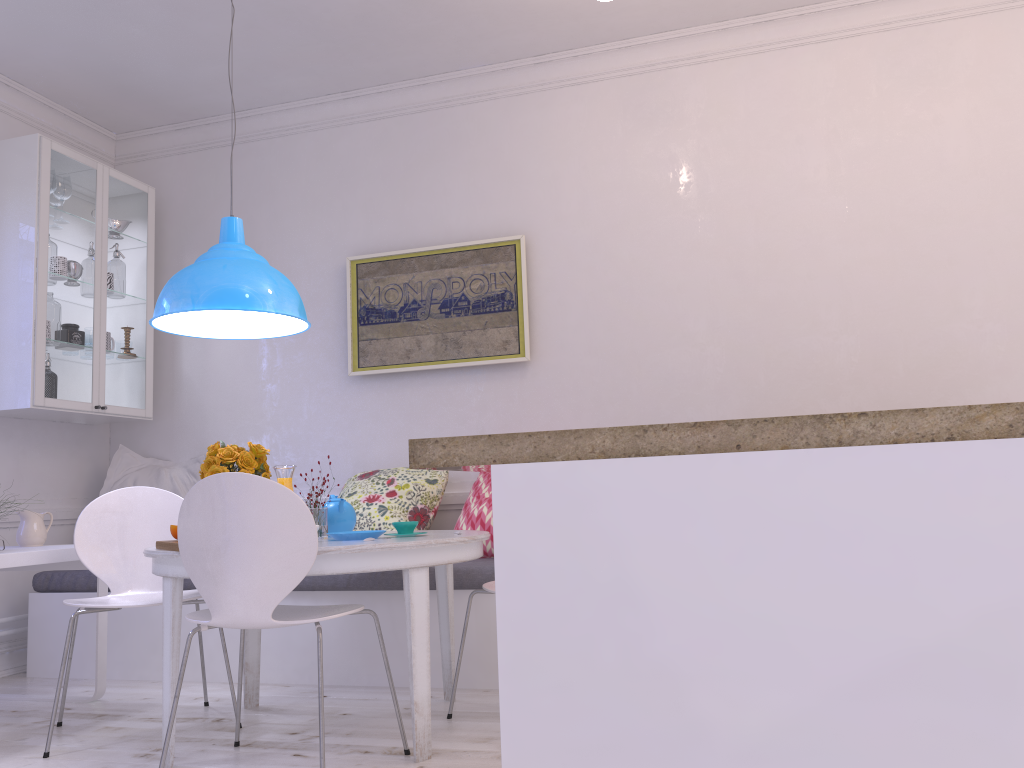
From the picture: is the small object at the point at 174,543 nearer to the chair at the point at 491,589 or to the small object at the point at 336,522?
the small object at the point at 336,522

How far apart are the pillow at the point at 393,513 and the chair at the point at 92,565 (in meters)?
0.84

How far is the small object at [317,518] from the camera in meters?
3.0

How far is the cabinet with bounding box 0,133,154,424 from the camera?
4.12m

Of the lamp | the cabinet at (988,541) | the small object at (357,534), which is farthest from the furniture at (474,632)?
the cabinet at (988,541)

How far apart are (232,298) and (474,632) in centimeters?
159cm

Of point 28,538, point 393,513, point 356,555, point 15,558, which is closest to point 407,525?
point 356,555

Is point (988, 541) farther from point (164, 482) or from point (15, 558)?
point (164, 482)

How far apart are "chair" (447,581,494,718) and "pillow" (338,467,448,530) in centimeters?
99cm

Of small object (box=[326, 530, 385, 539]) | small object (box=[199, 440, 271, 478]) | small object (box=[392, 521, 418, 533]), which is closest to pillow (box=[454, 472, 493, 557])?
small object (box=[392, 521, 418, 533])
